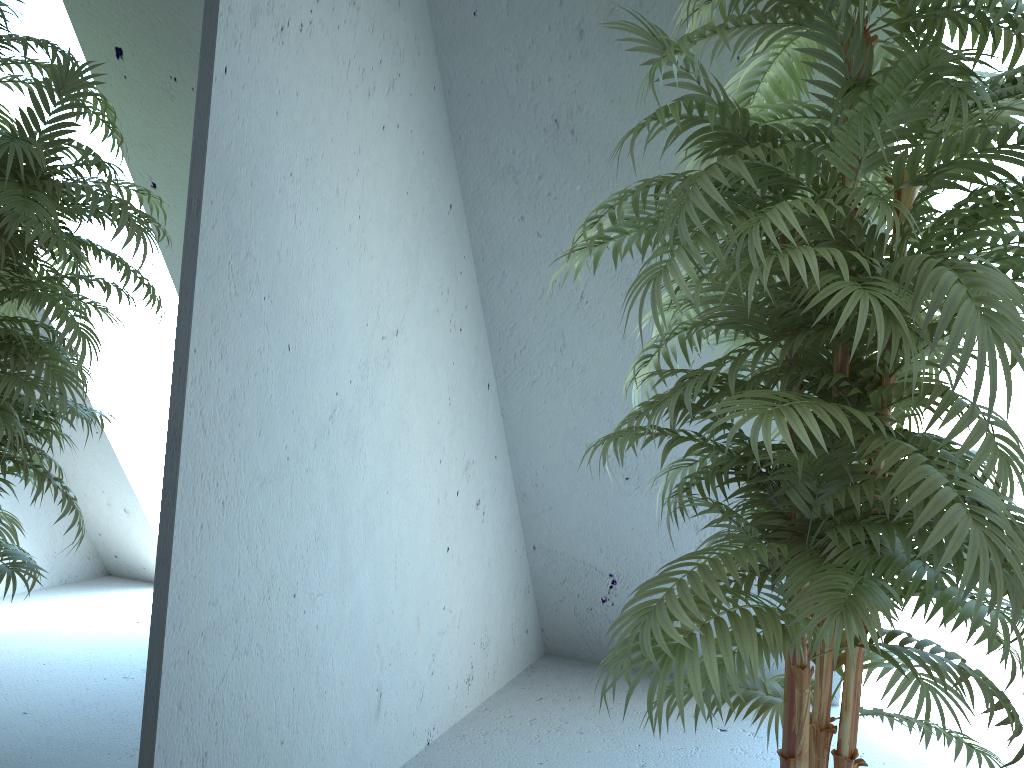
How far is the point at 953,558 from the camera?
1.1 meters

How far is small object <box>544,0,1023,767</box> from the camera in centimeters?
112cm

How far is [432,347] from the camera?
2.40m

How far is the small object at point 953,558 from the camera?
1.12m
